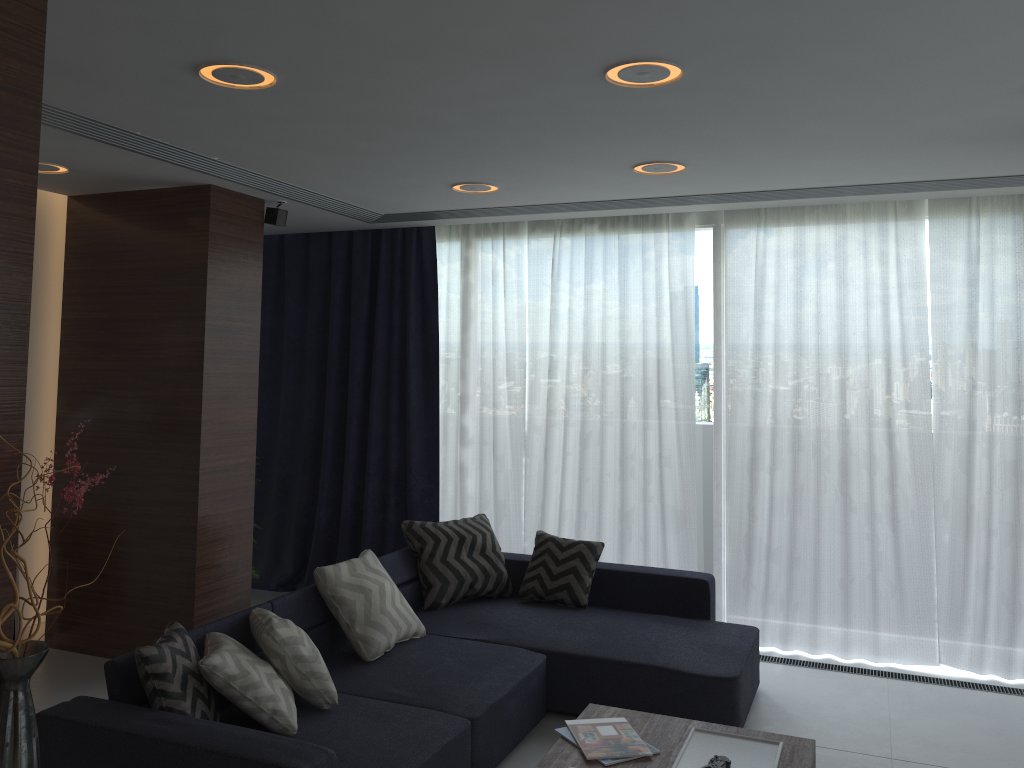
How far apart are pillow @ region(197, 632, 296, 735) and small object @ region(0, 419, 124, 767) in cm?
52

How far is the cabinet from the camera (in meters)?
1.60

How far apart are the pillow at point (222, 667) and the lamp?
1.9 meters

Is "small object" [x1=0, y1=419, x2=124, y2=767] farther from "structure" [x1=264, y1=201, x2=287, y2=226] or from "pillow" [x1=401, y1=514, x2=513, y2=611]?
"structure" [x1=264, y1=201, x2=287, y2=226]

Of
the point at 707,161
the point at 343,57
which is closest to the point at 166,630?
the point at 343,57

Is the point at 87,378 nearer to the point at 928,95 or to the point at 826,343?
the point at 826,343

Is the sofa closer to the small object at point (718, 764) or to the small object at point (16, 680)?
the small object at point (16, 680)

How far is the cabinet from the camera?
1.6 meters

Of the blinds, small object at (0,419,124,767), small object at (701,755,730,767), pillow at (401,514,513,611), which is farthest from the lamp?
small object at (701,755,730,767)

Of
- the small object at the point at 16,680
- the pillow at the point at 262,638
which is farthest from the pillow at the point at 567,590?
the small object at the point at 16,680
